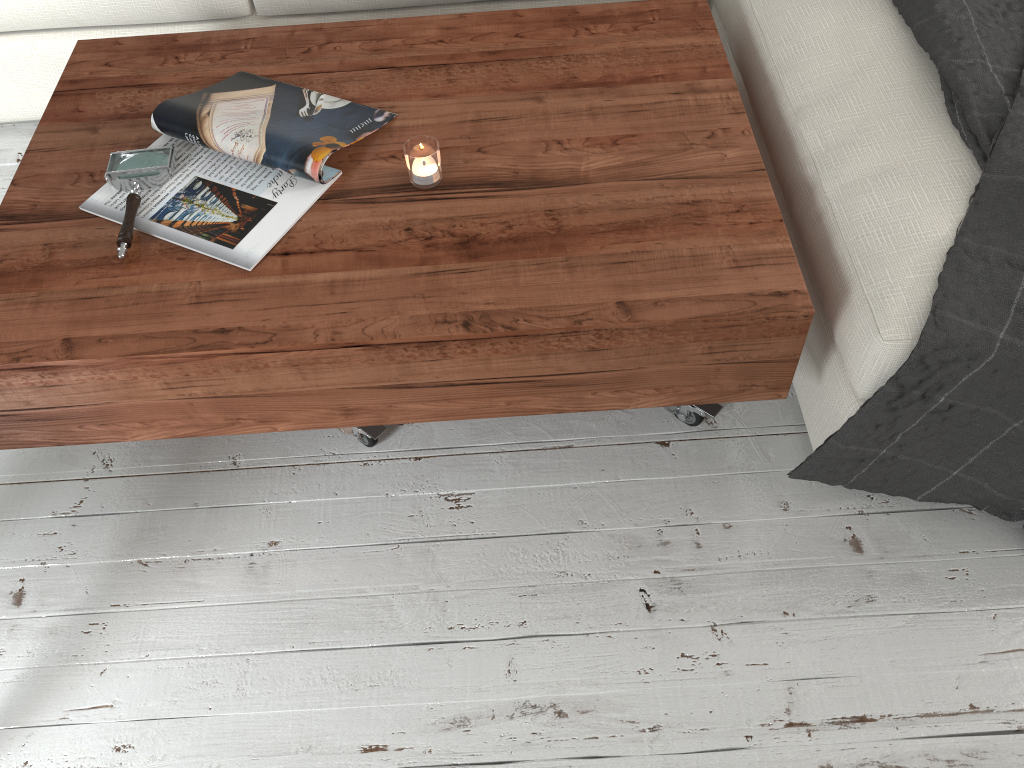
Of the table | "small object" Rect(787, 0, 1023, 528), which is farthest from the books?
"small object" Rect(787, 0, 1023, 528)

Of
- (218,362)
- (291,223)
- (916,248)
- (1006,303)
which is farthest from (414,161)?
(1006,303)

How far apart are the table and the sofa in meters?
0.1 m

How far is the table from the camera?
1.10m

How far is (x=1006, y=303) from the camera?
1.06m

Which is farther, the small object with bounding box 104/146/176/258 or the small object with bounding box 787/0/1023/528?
the small object with bounding box 104/146/176/258

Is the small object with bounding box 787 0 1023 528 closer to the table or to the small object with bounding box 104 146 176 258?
the table

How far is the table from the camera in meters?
1.1 m

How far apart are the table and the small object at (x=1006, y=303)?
0.1 meters

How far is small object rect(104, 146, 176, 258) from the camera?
→ 1.2 meters
